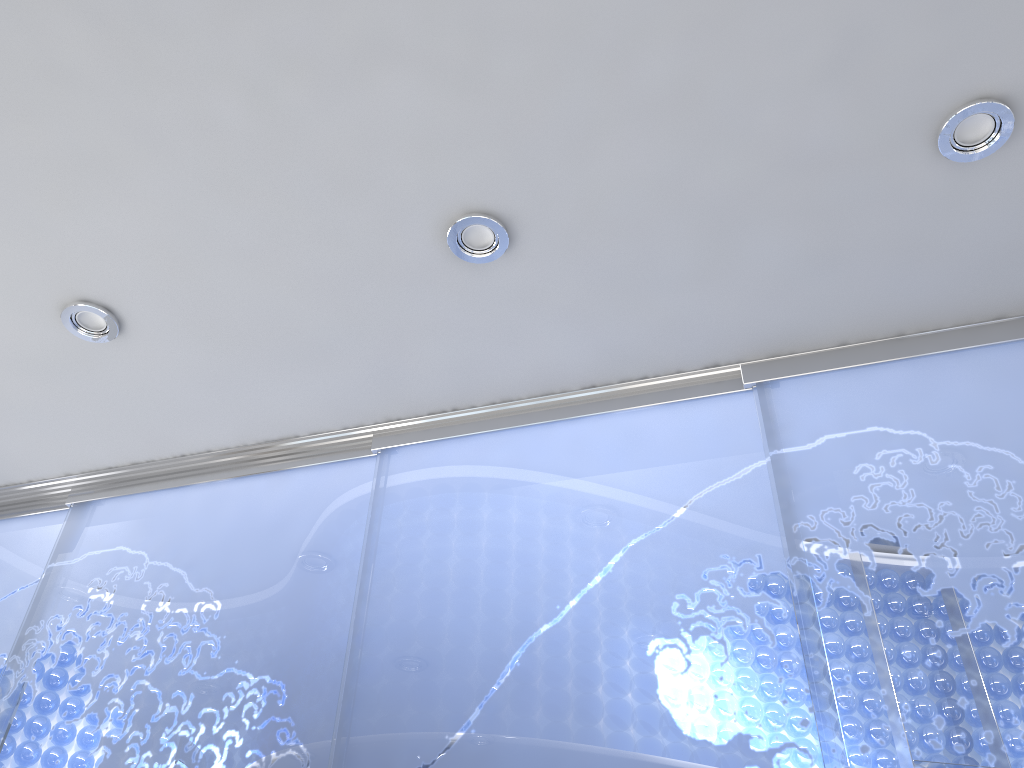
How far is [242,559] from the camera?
2.5 meters
